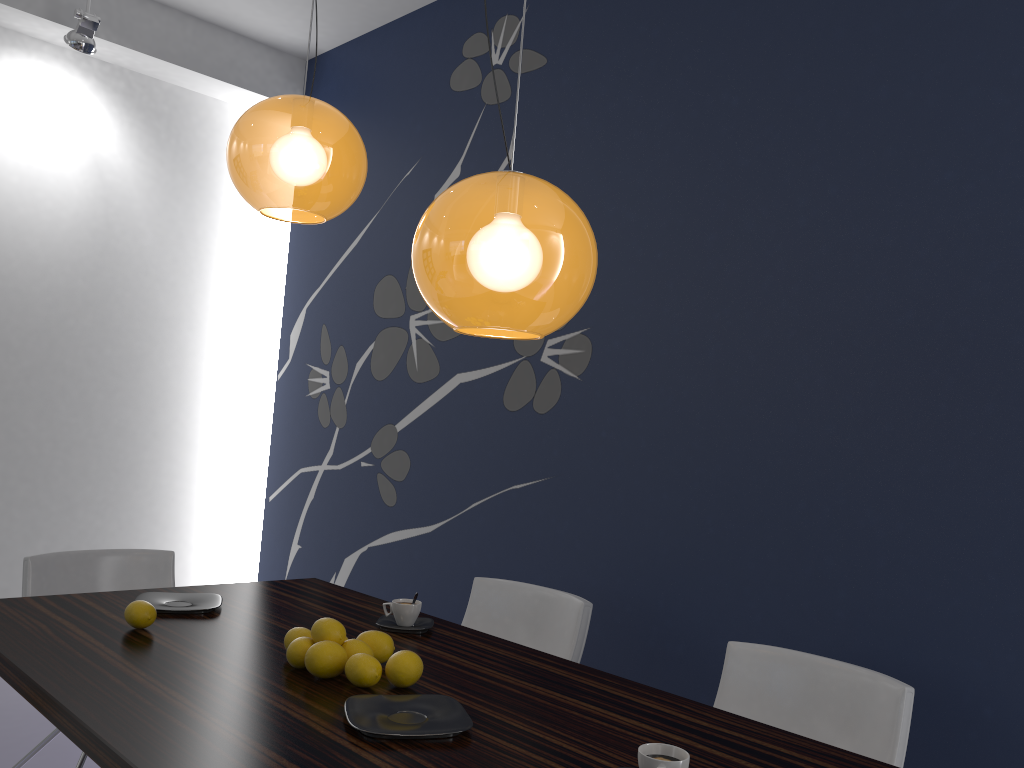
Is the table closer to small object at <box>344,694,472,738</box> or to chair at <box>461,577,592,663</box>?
small object at <box>344,694,472,738</box>

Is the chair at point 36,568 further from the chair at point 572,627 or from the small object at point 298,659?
the small object at point 298,659

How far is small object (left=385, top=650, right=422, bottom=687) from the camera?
1.8m

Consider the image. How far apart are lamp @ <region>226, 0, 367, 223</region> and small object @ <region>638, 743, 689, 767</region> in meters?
1.5 m

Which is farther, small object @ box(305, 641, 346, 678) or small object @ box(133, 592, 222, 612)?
small object @ box(133, 592, 222, 612)

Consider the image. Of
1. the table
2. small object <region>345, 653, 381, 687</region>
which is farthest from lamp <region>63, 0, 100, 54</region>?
small object <region>345, 653, 381, 687</region>

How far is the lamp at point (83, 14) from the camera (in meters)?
4.20

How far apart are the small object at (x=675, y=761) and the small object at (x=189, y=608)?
1.42m

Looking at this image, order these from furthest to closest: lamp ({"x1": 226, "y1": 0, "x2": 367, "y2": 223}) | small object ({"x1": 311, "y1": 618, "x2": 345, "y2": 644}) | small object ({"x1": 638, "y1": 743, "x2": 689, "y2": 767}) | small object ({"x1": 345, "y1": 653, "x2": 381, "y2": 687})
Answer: lamp ({"x1": 226, "y1": 0, "x2": 367, "y2": 223}), small object ({"x1": 311, "y1": 618, "x2": 345, "y2": 644}), small object ({"x1": 345, "y1": 653, "x2": 381, "y2": 687}), small object ({"x1": 638, "y1": 743, "x2": 689, "y2": 767})

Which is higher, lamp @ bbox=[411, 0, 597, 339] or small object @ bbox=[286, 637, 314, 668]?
lamp @ bbox=[411, 0, 597, 339]
